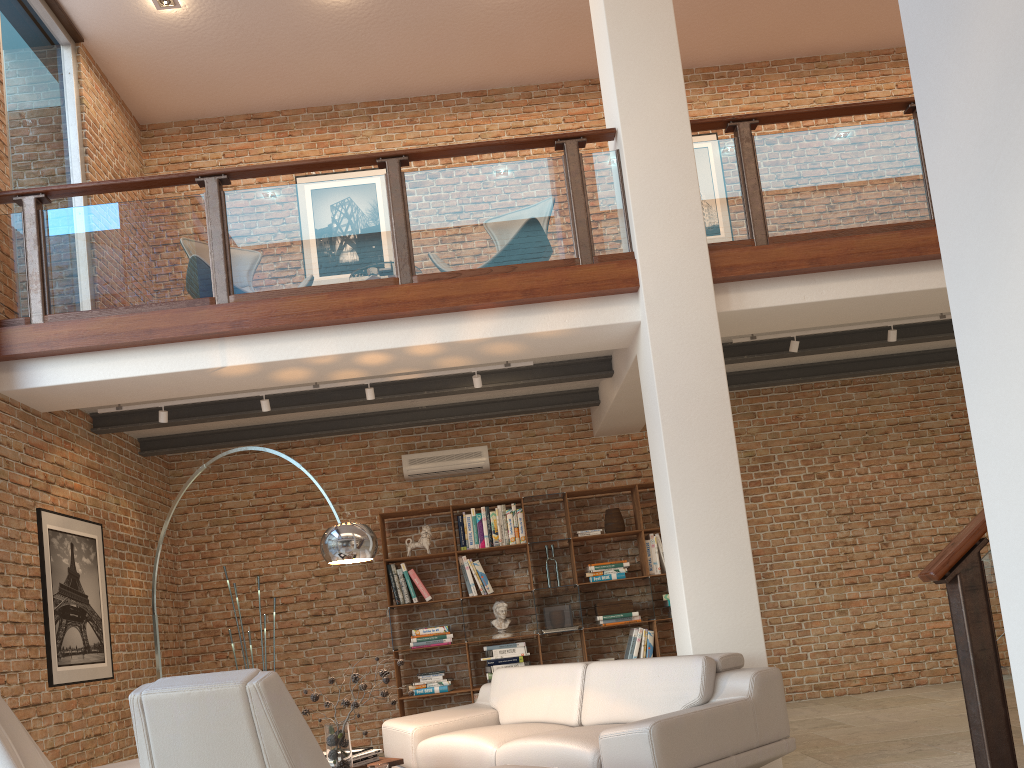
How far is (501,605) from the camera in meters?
7.7 m

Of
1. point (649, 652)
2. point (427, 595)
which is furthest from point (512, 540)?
point (649, 652)

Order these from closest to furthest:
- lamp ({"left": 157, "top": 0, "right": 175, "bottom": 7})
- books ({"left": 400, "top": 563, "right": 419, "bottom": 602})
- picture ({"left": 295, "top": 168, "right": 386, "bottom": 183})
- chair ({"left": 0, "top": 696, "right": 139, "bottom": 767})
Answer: chair ({"left": 0, "top": 696, "right": 139, "bottom": 767}) → lamp ({"left": 157, "top": 0, "right": 175, "bottom": 7}) → books ({"left": 400, "top": 563, "right": 419, "bottom": 602}) → picture ({"left": 295, "top": 168, "right": 386, "bottom": 183})

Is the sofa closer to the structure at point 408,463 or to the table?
the table

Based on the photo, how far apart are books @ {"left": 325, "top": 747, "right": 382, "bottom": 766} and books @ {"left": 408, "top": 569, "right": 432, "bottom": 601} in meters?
3.2

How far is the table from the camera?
4.44m

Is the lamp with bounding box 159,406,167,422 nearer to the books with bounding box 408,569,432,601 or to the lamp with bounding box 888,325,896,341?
the books with bounding box 408,569,432,601

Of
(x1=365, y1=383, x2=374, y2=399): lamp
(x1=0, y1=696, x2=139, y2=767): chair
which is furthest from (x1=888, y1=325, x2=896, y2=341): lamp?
(x1=0, y1=696, x2=139, y2=767): chair

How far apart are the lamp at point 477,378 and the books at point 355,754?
2.64m

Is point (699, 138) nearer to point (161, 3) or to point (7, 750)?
point (161, 3)
